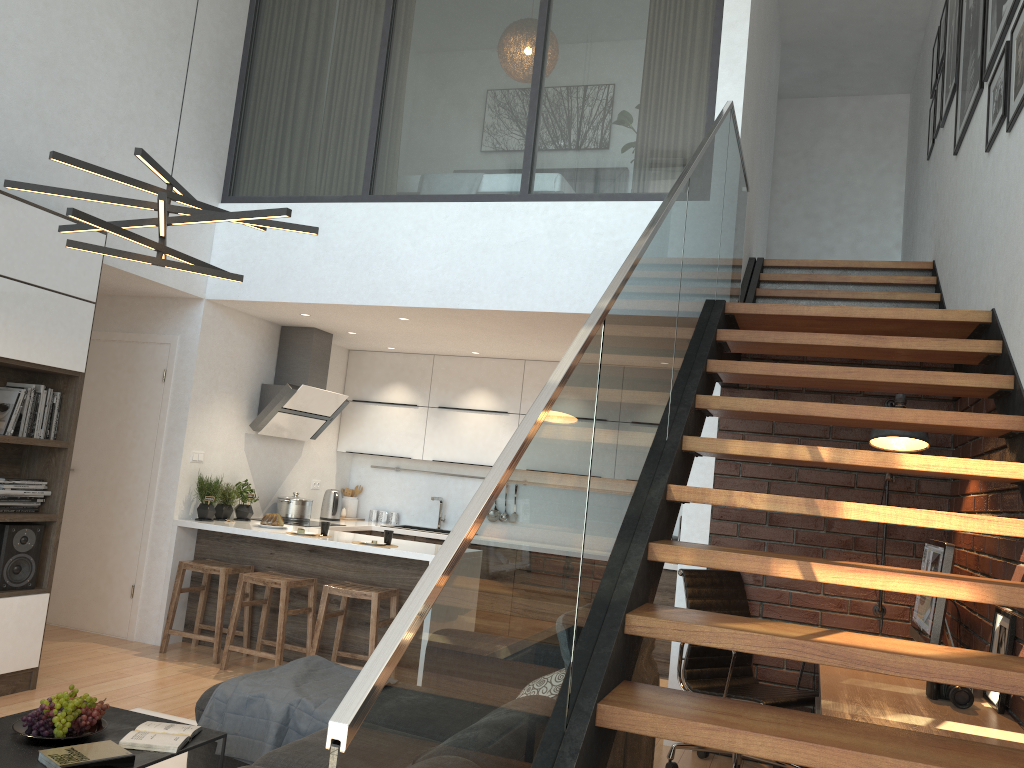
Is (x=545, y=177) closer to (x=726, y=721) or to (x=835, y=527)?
(x=835, y=527)

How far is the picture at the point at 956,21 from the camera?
5.5 meters

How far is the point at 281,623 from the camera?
5.41m

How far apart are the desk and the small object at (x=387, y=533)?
3.08m

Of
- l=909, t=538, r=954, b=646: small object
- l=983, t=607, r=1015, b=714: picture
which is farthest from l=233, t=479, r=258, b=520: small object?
l=983, t=607, r=1015, b=714: picture

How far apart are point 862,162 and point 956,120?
4.0m

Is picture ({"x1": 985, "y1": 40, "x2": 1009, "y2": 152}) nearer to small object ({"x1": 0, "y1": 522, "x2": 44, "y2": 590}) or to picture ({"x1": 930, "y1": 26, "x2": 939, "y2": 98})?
picture ({"x1": 930, "y1": 26, "x2": 939, "y2": 98})

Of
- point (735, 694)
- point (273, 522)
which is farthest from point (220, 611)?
point (735, 694)

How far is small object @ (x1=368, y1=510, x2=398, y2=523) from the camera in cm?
807

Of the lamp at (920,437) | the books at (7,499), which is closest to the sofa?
the lamp at (920,437)
